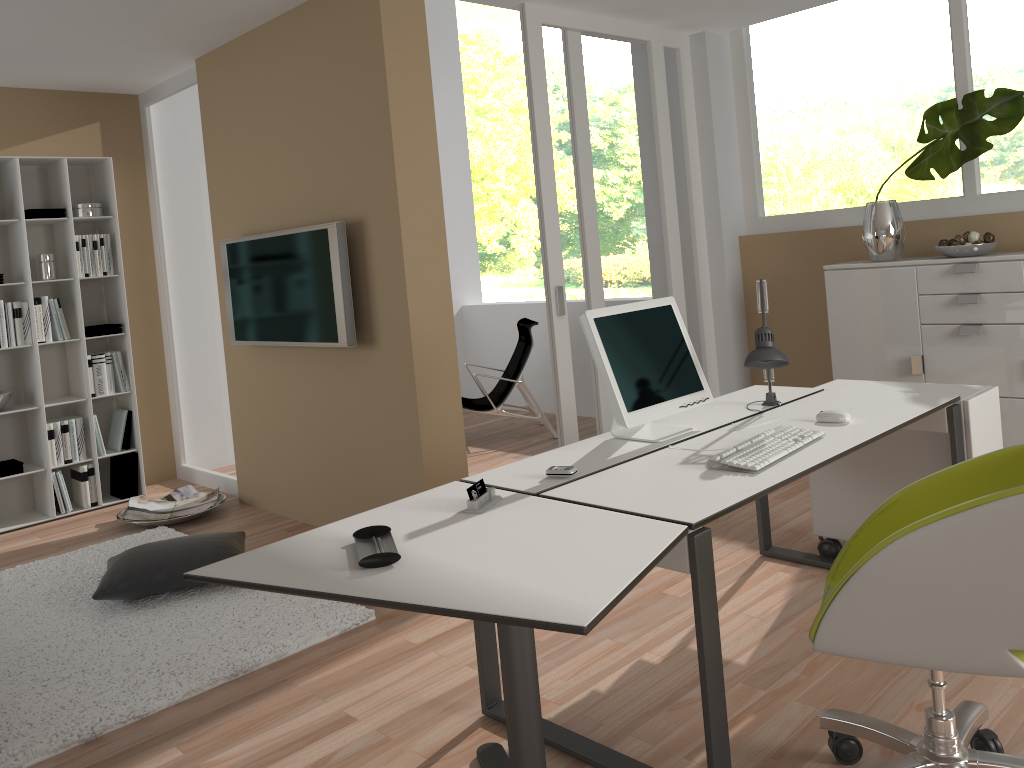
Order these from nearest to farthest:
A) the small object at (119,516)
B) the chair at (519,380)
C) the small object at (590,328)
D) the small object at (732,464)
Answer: the small object at (732,464) → the small object at (590,328) → the small object at (119,516) → the chair at (519,380)

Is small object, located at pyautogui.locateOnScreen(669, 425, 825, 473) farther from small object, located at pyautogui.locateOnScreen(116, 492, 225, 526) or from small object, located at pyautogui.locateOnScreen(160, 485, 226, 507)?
small object, located at pyautogui.locateOnScreen(160, 485, 226, 507)

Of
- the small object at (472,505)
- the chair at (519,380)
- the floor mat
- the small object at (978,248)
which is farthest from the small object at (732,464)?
the chair at (519,380)

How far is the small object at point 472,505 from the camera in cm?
223

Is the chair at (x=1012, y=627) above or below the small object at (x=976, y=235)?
below

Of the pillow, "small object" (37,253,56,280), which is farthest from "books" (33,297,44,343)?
the pillow

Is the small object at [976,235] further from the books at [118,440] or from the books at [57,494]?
the books at [57,494]

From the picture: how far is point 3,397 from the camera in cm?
510

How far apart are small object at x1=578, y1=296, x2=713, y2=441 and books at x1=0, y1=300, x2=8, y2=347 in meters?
3.9

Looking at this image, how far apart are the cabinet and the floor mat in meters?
3.0 m
